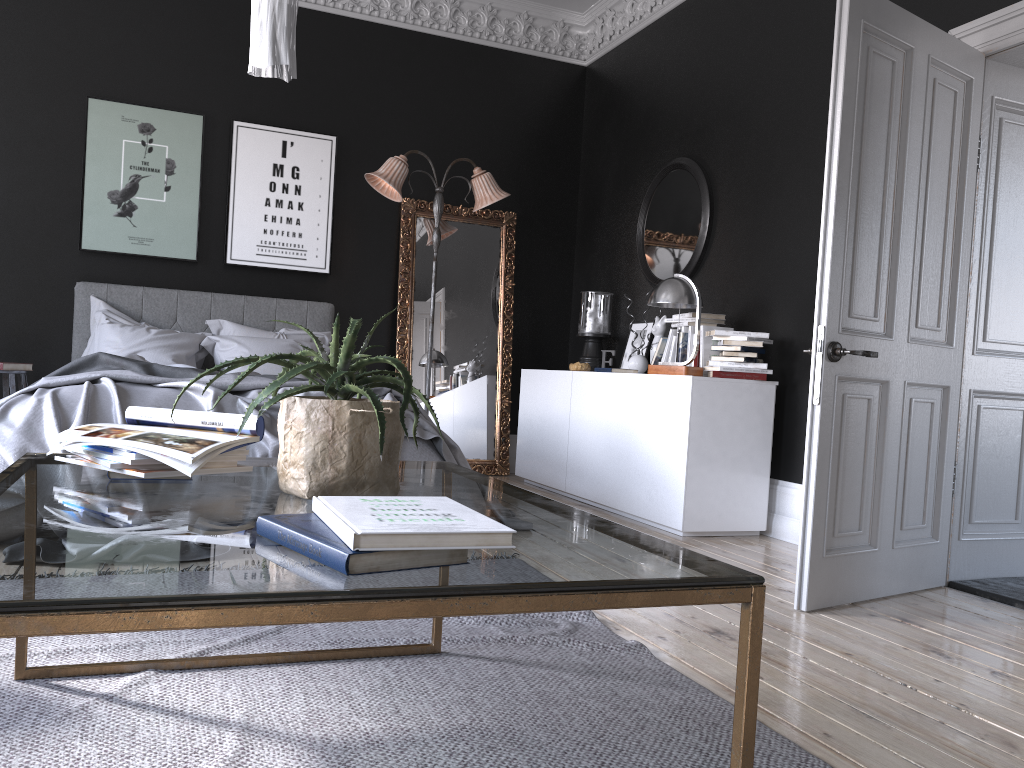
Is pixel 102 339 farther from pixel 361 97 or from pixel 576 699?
pixel 576 699

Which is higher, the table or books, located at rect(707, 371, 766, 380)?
books, located at rect(707, 371, 766, 380)

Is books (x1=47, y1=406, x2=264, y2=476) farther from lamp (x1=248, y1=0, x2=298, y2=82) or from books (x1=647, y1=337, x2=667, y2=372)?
books (x1=647, y1=337, x2=667, y2=372)

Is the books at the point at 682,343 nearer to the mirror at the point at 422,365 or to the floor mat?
the mirror at the point at 422,365

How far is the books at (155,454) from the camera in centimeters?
169cm

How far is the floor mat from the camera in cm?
187

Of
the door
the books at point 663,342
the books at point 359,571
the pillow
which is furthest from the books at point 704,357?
the books at point 359,571

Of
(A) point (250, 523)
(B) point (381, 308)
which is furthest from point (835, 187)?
(B) point (381, 308)

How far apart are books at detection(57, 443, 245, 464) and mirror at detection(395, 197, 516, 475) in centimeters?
519cm

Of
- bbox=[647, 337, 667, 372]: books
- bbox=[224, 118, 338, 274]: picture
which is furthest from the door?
bbox=[224, 118, 338, 274]: picture
